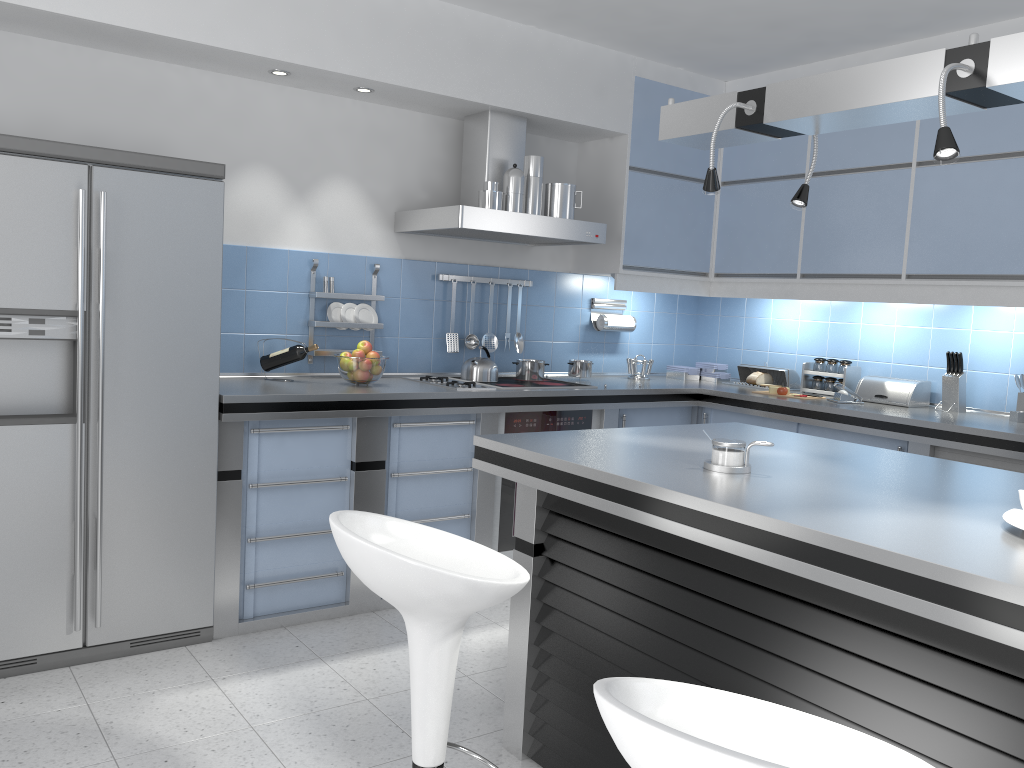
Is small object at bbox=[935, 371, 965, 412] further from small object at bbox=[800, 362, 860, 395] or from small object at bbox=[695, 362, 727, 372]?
small object at bbox=[695, 362, 727, 372]

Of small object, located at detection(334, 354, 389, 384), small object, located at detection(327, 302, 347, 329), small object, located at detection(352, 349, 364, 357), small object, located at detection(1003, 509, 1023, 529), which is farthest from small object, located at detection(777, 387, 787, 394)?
small object, located at detection(1003, 509, 1023, 529)

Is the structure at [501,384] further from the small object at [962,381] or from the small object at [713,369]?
the small object at [962,381]

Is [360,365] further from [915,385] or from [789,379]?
[915,385]

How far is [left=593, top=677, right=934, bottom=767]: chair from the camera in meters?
1.0 m

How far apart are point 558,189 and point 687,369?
1.6m

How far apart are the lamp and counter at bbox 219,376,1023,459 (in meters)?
1.62

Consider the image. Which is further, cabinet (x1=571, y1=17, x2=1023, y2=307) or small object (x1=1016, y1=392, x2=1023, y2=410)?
small object (x1=1016, y1=392, x2=1023, y2=410)

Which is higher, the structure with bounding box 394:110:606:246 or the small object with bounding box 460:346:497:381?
the structure with bounding box 394:110:606:246

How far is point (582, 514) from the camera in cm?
248
